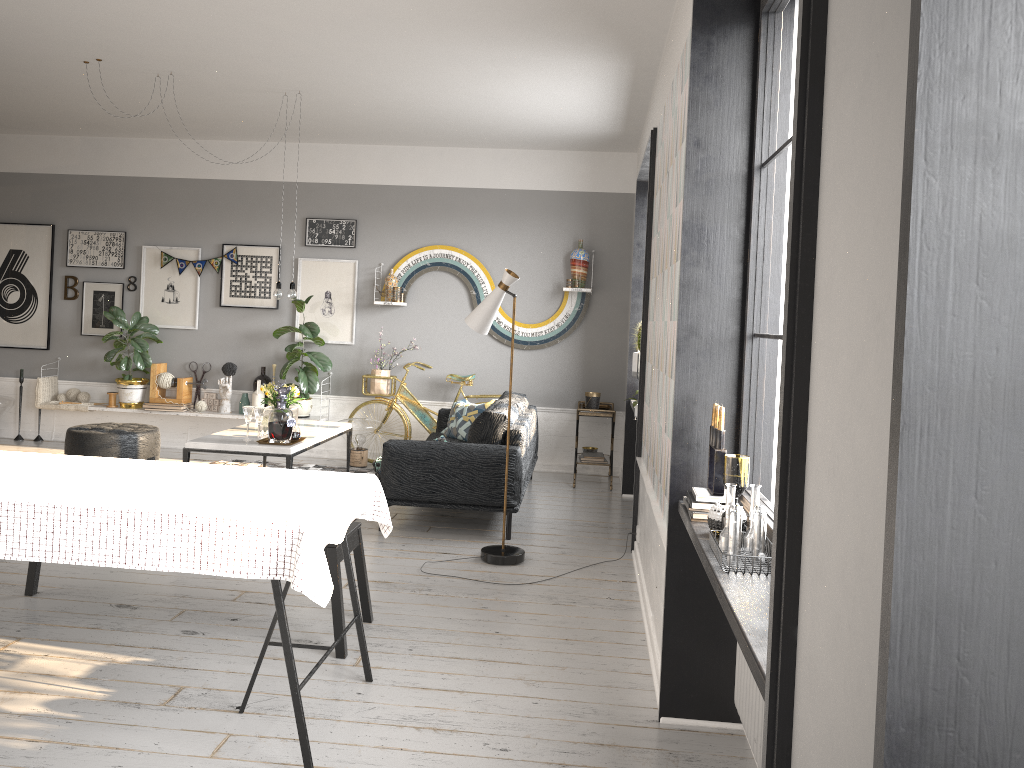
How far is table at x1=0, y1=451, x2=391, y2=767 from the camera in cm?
267

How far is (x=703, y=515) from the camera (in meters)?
2.84

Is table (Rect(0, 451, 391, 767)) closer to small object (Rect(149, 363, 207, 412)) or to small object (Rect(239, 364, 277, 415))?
small object (Rect(239, 364, 277, 415))

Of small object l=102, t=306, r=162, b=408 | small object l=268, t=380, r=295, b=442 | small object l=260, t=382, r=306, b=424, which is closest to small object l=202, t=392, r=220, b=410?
small object l=102, t=306, r=162, b=408

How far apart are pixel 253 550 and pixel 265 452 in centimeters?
321cm

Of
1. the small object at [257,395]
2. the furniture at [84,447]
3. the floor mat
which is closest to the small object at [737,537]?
the floor mat

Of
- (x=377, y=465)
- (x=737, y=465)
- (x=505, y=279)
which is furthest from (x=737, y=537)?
(x=377, y=465)

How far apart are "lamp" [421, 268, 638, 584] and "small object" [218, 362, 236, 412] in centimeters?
394cm

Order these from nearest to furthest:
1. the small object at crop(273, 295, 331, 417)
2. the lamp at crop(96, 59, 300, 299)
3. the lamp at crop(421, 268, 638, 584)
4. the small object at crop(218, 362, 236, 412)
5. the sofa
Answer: the lamp at crop(421, 268, 638, 584) → the sofa → the lamp at crop(96, 59, 300, 299) → the small object at crop(273, 295, 331, 417) → the small object at crop(218, 362, 236, 412)

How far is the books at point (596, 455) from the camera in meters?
7.7
